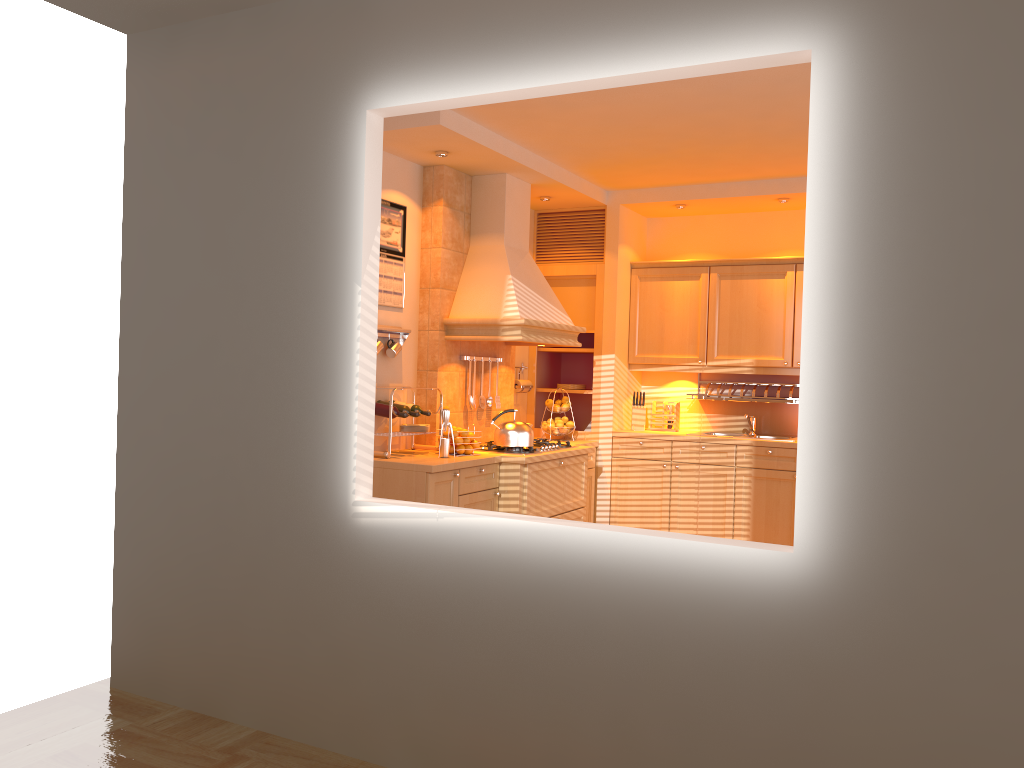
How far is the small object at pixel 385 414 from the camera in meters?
4.8

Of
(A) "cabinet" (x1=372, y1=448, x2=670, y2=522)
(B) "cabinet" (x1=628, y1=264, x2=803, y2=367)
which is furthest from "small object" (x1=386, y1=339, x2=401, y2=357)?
(B) "cabinet" (x1=628, y1=264, x2=803, y2=367)

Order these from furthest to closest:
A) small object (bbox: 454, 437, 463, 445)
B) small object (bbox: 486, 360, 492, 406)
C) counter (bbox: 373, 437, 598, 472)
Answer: small object (bbox: 486, 360, 492, 406), small object (bbox: 454, 437, 463, 445), counter (bbox: 373, 437, 598, 472)

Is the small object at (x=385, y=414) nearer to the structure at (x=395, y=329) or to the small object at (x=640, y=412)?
the structure at (x=395, y=329)

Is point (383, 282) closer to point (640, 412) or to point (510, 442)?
point (510, 442)

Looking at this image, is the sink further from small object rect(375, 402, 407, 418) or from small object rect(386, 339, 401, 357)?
small object rect(375, 402, 407, 418)

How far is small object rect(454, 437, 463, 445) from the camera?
5.01m

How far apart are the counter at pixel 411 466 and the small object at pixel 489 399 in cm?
65

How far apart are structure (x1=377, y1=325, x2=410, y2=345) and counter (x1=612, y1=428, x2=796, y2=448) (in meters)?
1.93

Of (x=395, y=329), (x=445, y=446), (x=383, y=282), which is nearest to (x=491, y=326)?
(x=395, y=329)
